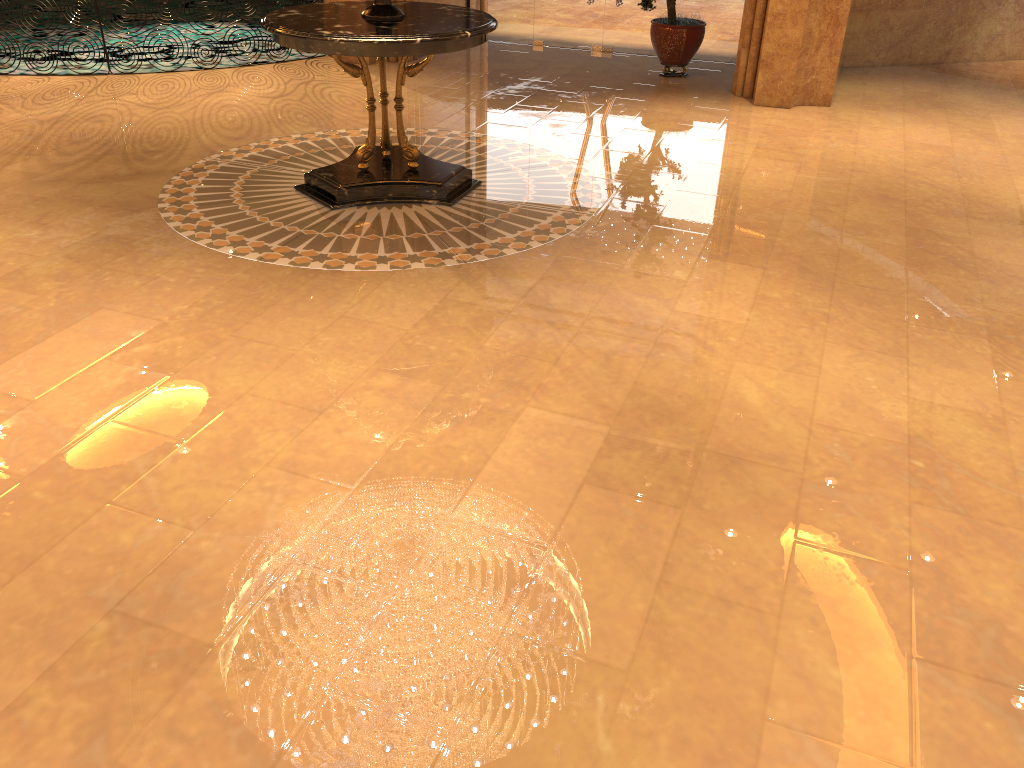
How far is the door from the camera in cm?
1037

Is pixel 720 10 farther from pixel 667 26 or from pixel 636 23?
pixel 667 26

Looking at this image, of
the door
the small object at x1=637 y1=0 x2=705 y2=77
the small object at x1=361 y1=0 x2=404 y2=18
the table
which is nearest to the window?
the door

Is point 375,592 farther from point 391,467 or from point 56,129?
point 56,129

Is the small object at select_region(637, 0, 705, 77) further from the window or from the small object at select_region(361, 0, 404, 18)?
the small object at select_region(361, 0, 404, 18)

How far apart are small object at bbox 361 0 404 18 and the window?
5.6m

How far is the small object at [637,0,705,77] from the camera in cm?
910

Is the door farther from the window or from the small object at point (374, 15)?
the small object at point (374, 15)

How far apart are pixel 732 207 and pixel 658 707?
4.2 meters

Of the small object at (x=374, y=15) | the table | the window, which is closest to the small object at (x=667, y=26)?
the window
